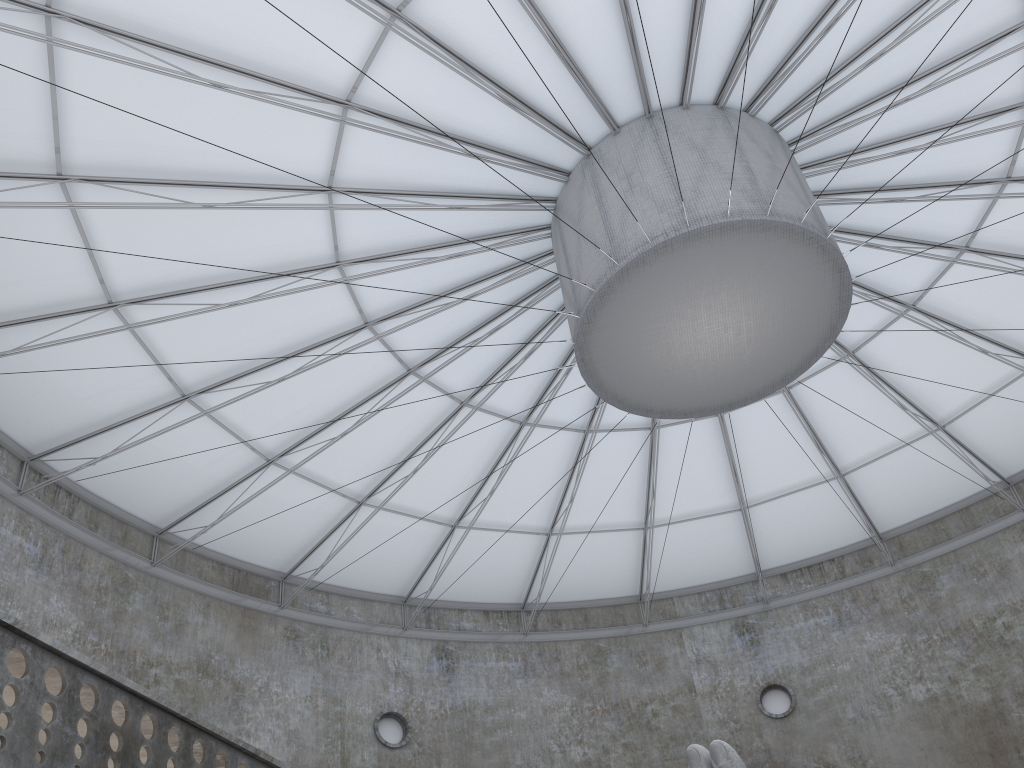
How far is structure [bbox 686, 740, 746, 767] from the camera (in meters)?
14.51

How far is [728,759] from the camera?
14.51m

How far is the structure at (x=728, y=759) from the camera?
14.5 meters

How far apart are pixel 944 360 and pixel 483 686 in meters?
21.7 m
